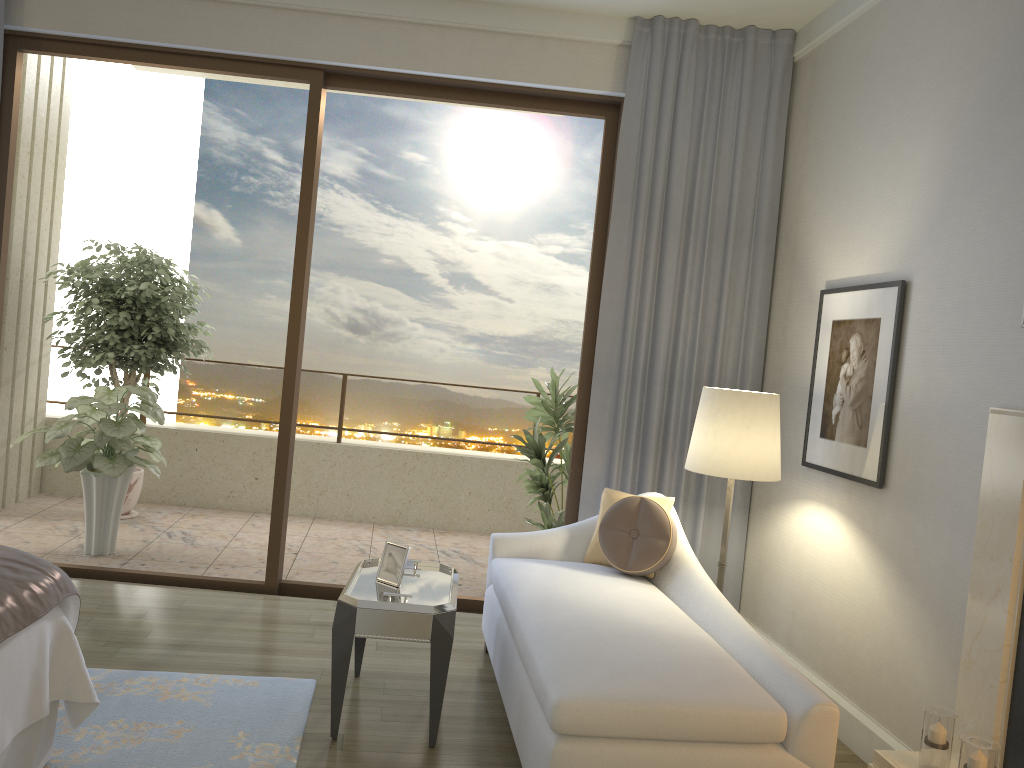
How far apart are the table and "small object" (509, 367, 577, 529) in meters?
1.6 m

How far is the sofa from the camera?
2.4m

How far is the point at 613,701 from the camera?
2.36m

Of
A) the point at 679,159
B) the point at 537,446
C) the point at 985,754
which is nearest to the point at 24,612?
the point at 985,754

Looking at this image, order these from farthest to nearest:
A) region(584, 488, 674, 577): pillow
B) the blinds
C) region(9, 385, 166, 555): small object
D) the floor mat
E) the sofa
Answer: region(9, 385, 166, 555): small object, the blinds, region(584, 488, 674, 577): pillow, the floor mat, the sofa

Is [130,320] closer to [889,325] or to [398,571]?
[398,571]

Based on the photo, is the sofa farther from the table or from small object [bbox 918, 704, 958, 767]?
small object [bbox 918, 704, 958, 767]

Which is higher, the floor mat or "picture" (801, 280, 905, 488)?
"picture" (801, 280, 905, 488)

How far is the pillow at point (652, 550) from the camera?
3.6m

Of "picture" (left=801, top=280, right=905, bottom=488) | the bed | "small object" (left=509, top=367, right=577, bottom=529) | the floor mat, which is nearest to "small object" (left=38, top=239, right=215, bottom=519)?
"small object" (left=509, top=367, right=577, bottom=529)
